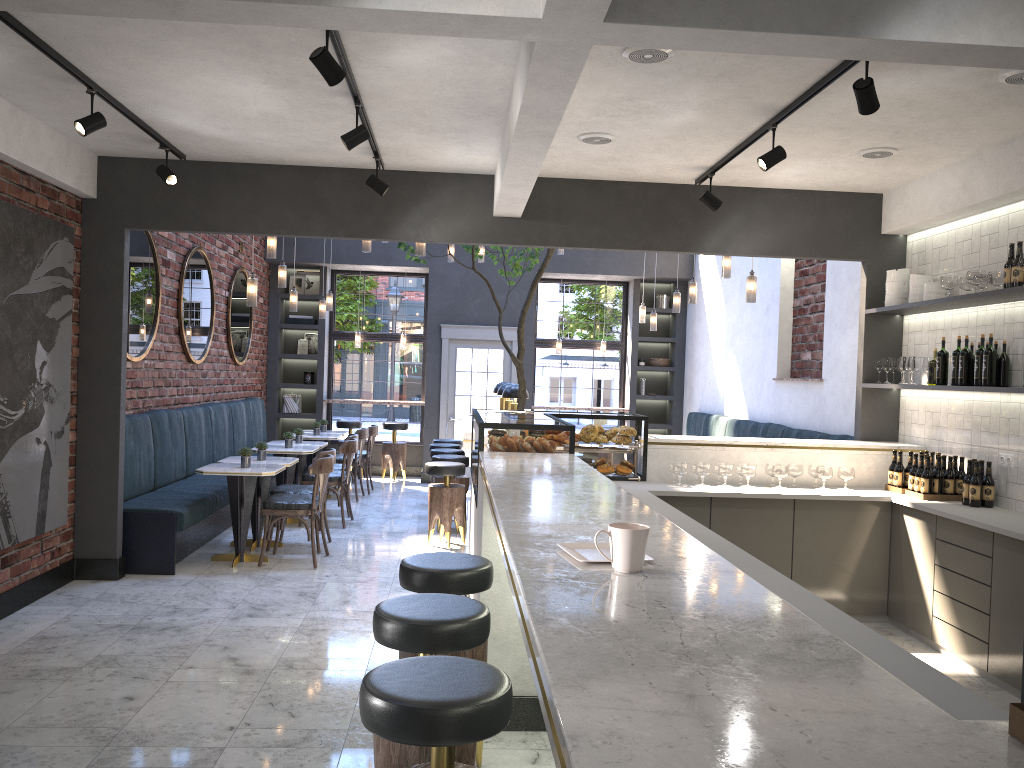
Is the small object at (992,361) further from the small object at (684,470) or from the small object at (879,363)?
the small object at (684,470)

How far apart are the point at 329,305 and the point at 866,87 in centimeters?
836cm

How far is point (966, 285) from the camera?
5.6 meters

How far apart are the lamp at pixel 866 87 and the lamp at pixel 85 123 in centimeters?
369cm

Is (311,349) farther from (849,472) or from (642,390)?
(849,472)

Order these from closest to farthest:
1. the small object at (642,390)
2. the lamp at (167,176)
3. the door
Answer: the lamp at (167,176), the door, the small object at (642,390)

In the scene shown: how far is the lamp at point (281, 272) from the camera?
8.7 meters

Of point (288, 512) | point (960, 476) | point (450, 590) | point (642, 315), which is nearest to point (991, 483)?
point (960, 476)

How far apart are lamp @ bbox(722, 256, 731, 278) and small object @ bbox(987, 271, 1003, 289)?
2.7 meters

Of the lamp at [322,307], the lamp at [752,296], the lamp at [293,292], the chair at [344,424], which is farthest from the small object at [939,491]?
the chair at [344,424]
